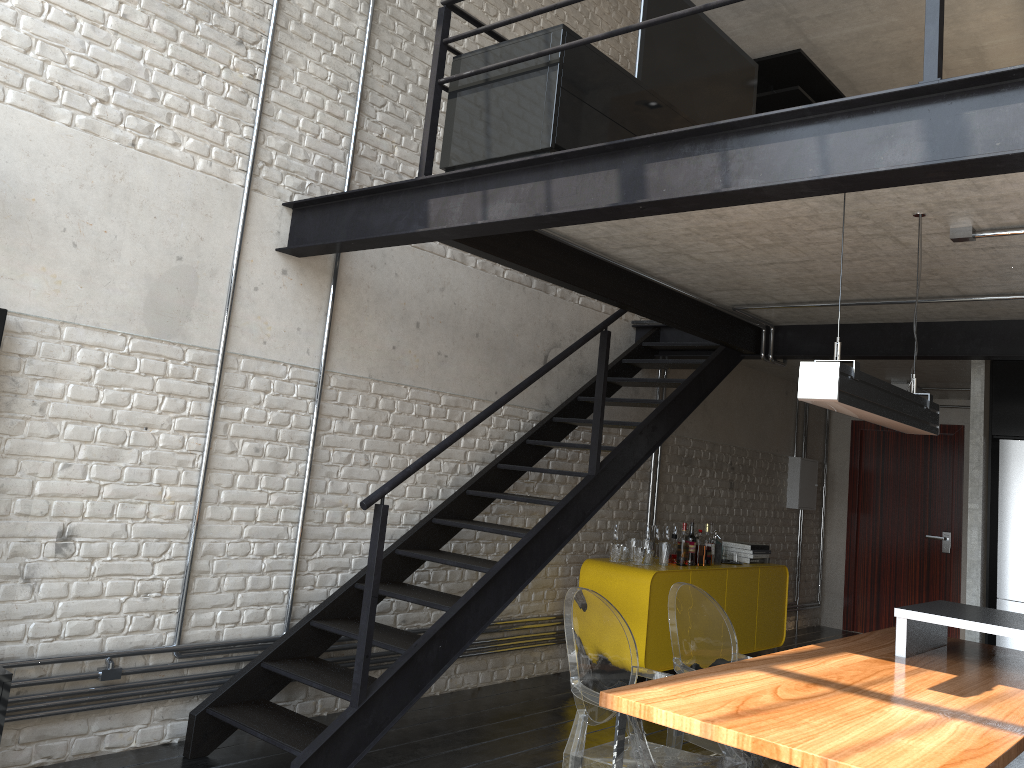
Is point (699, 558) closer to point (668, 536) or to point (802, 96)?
point (668, 536)

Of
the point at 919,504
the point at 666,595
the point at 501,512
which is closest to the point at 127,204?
the point at 501,512

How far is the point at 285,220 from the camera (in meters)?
4.33

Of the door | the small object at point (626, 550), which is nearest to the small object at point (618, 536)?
the small object at point (626, 550)

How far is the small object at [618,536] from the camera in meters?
6.2 m

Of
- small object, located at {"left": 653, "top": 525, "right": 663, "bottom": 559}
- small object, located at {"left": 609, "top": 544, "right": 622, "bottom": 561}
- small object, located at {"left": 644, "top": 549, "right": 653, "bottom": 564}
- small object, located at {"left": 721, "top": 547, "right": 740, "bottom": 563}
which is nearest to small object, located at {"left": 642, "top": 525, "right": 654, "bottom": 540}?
small object, located at {"left": 653, "top": 525, "right": 663, "bottom": 559}

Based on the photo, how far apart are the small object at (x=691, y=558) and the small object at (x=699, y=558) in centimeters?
8cm

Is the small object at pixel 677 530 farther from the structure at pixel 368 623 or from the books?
the structure at pixel 368 623

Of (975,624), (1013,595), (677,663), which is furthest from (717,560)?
(677,663)

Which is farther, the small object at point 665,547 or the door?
the door
